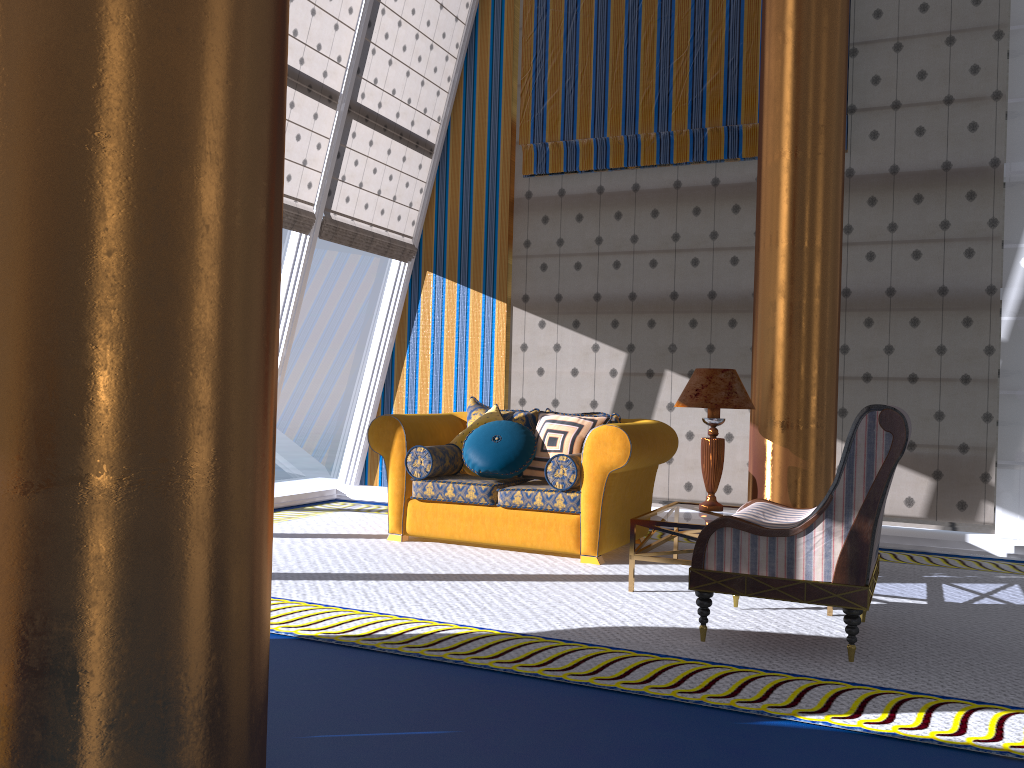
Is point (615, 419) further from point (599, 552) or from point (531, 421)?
point (599, 552)

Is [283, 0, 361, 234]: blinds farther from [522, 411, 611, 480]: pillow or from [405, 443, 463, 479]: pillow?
[522, 411, 611, 480]: pillow

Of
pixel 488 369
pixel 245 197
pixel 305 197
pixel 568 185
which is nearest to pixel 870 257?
pixel 568 185

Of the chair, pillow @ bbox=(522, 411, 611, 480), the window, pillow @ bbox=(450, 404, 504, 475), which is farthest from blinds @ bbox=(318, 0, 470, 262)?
the chair

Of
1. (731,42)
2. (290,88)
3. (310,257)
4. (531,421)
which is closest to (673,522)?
(531,421)

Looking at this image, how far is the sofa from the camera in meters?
5.1

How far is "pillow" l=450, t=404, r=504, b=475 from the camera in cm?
589

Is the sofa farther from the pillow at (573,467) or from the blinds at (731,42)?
the blinds at (731,42)

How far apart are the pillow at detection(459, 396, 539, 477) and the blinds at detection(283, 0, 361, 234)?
1.9 meters

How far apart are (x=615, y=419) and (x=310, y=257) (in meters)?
2.77
